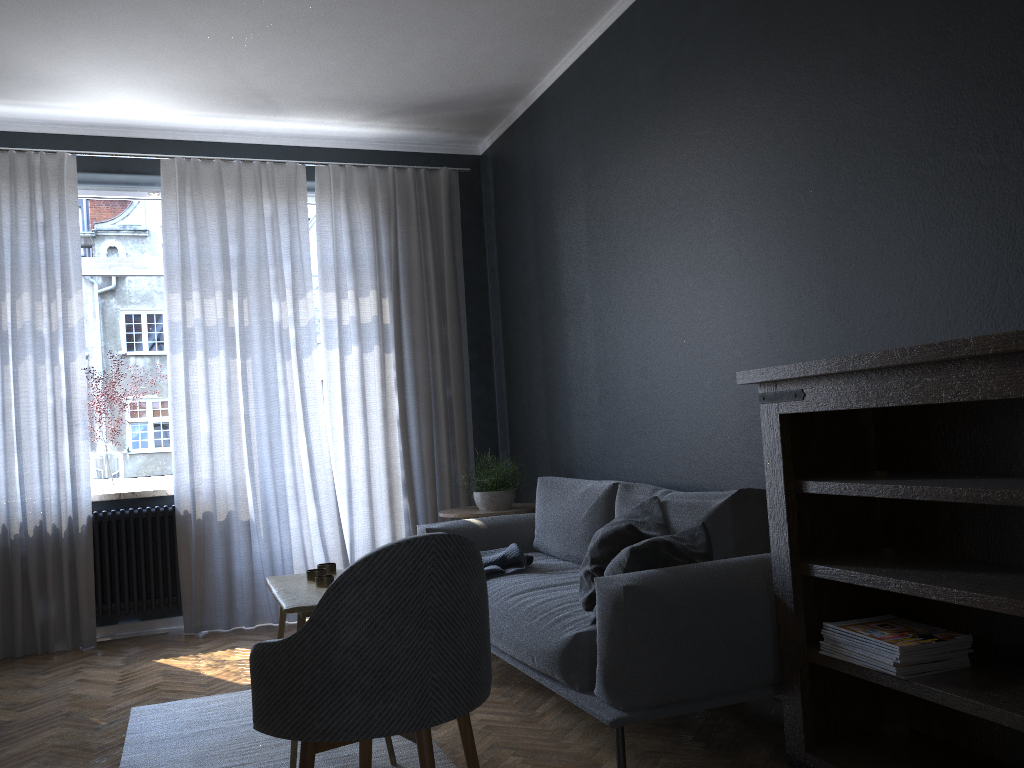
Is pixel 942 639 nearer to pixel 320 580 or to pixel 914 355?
pixel 914 355

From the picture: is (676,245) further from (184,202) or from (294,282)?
(184,202)

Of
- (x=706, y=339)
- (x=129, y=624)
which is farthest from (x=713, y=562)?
(x=129, y=624)

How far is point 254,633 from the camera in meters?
5.0

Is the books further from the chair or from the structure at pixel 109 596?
the structure at pixel 109 596

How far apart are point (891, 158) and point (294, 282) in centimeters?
368cm

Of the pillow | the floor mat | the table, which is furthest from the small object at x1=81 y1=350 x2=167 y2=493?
the pillow

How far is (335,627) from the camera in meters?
2.0

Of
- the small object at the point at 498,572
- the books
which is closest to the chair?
the books

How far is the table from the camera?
2.7 meters
